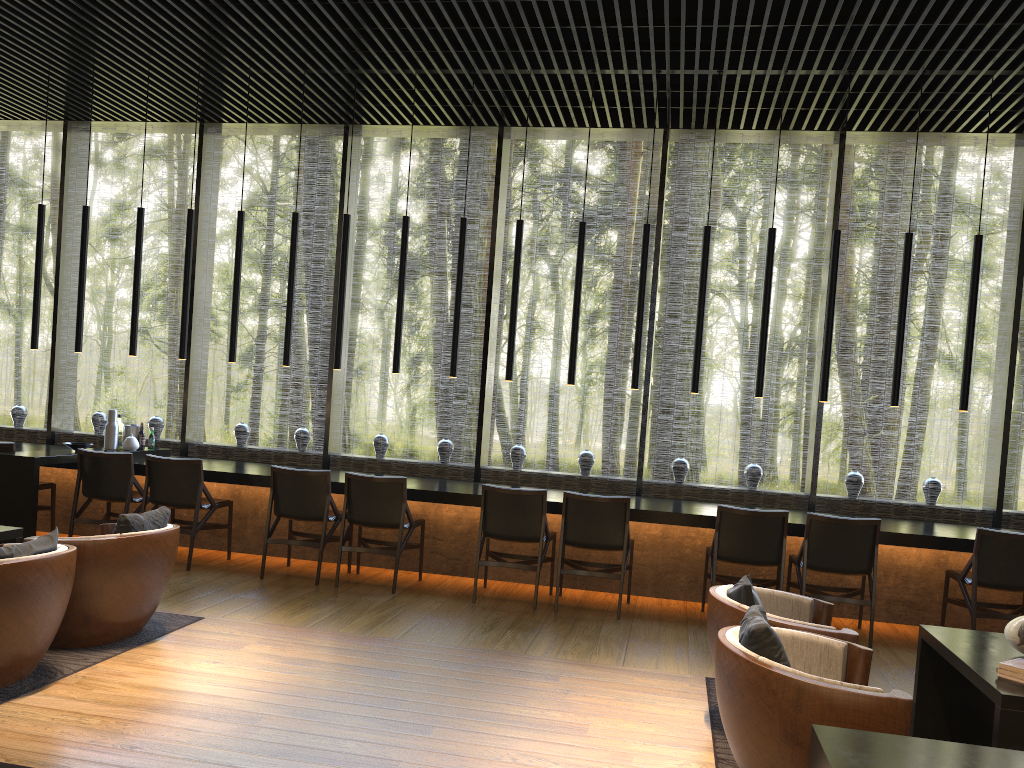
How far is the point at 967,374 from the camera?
6.4 meters

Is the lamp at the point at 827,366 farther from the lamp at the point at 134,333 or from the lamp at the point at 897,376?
the lamp at the point at 134,333

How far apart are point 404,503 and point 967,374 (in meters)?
4.14

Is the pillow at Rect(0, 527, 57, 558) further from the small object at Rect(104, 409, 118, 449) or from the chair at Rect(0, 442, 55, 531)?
the small object at Rect(104, 409, 118, 449)

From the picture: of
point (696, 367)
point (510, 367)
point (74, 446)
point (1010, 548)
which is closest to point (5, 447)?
point (74, 446)

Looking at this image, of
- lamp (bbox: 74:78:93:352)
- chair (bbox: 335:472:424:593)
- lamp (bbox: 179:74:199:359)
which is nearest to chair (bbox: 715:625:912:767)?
chair (bbox: 335:472:424:593)

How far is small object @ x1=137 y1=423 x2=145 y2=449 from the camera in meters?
7.9 m

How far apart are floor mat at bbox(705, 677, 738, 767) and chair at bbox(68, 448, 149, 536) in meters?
4.5 m

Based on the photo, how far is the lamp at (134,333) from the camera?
7.6m

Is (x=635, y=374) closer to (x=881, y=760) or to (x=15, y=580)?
(x=15, y=580)
